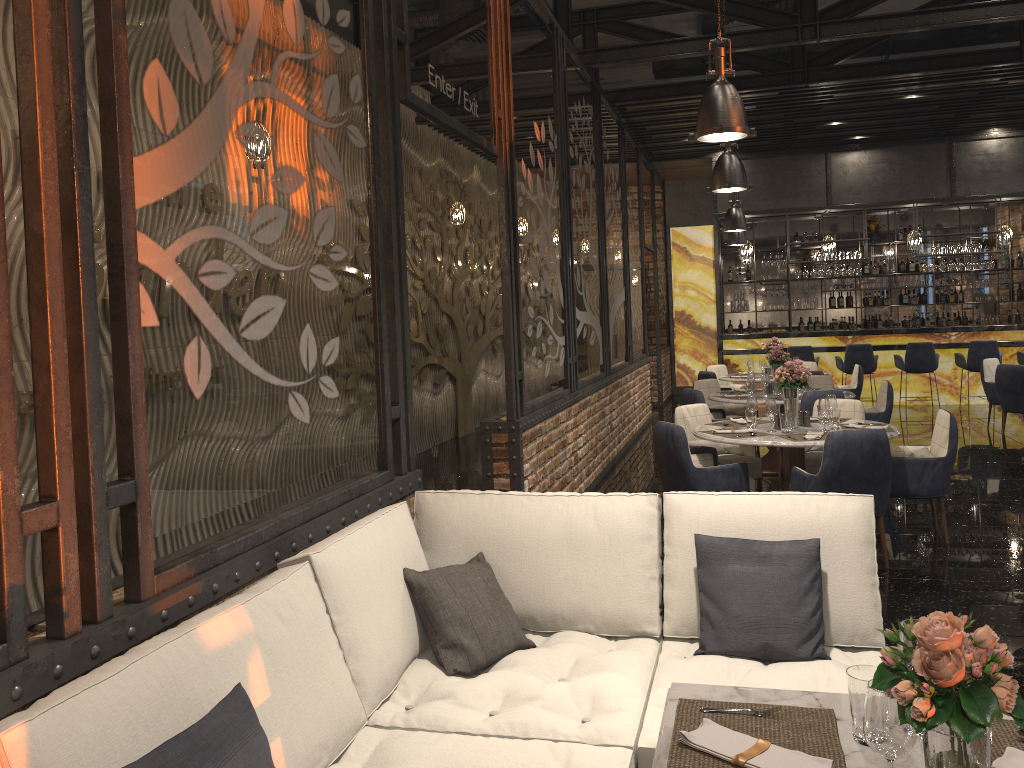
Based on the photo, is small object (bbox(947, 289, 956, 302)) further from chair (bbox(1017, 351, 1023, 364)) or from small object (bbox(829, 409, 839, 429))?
small object (bbox(829, 409, 839, 429))

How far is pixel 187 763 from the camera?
1.69m

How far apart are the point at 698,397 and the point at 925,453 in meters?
2.6 m

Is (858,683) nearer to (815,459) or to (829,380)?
(815,459)

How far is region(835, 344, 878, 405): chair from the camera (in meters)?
12.88

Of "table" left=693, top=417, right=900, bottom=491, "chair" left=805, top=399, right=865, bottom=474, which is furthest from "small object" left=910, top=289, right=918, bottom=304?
"table" left=693, top=417, right=900, bottom=491

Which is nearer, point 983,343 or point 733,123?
point 733,123

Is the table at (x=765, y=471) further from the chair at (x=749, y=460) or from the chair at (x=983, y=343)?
the chair at (x=983, y=343)

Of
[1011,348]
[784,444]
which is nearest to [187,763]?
[784,444]

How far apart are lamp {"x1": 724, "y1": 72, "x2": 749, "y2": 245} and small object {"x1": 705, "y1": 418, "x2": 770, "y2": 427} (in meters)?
7.07
